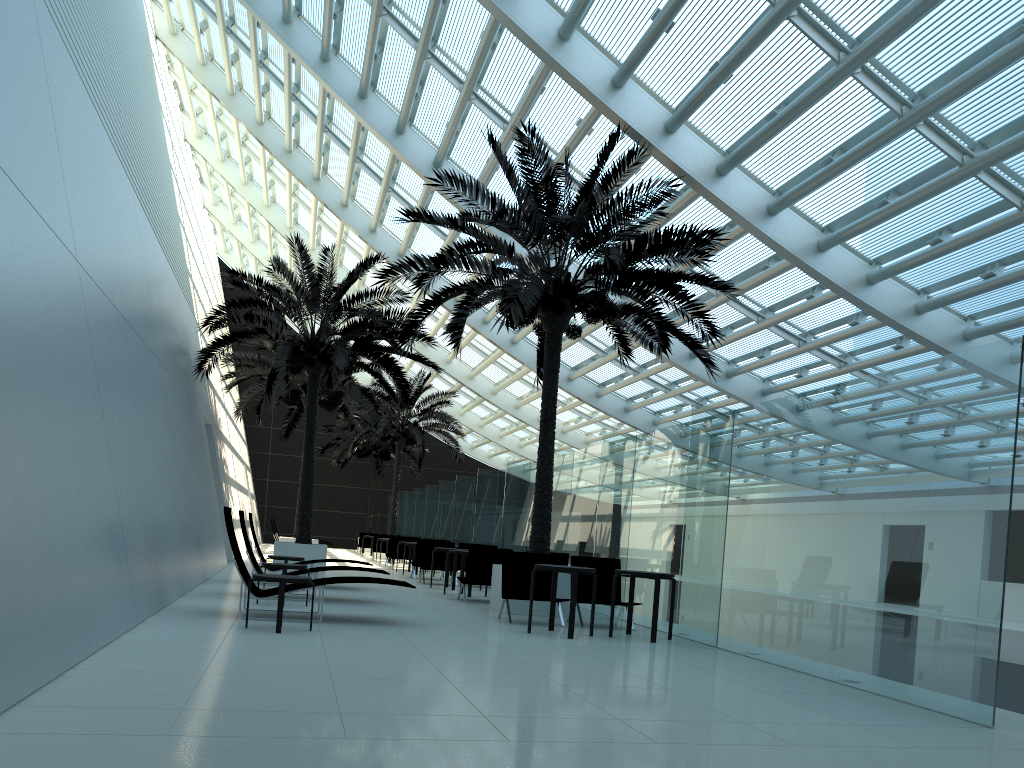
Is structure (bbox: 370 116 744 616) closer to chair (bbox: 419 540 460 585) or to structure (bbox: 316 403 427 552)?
chair (bbox: 419 540 460 585)

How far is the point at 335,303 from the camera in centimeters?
1637cm

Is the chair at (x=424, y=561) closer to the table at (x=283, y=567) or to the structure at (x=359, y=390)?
the structure at (x=359, y=390)

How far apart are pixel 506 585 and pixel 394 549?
12.97m

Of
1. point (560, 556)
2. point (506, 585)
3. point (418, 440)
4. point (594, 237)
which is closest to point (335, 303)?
point (560, 556)

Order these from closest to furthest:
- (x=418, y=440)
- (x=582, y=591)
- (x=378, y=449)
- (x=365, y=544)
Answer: (x=582, y=591) < (x=418, y=440) < (x=365, y=544) < (x=378, y=449)

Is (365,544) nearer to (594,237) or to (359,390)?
Result: (359,390)

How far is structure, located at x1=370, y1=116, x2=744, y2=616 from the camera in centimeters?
1153cm

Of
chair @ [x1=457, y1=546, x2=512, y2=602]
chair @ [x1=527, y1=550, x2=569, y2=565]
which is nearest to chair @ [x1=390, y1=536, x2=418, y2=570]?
chair @ [x1=457, y1=546, x2=512, y2=602]

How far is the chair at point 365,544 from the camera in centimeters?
3428cm
